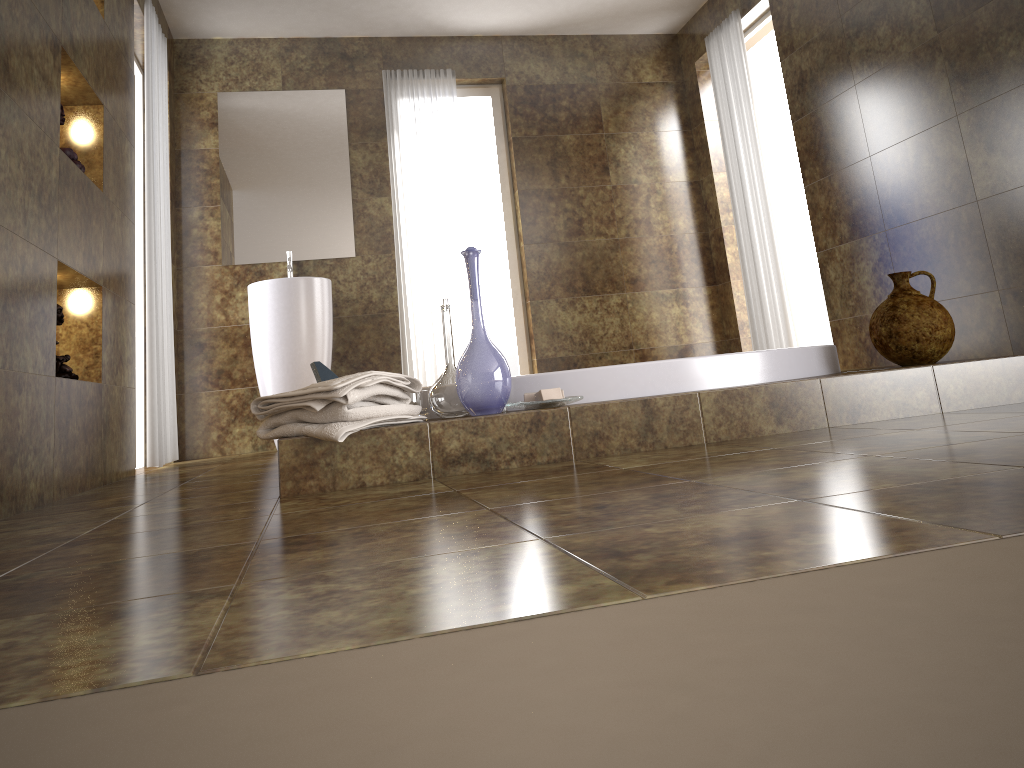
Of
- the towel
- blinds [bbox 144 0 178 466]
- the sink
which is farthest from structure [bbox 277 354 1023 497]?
the sink

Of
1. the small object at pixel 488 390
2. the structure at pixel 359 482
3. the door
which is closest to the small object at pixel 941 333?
the structure at pixel 359 482

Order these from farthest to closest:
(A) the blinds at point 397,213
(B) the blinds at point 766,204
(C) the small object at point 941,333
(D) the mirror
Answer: (A) the blinds at point 397,213, (D) the mirror, (B) the blinds at point 766,204, (C) the small object at point 941,333

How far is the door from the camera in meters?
5.4

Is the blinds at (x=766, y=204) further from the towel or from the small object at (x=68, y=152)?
the small object at (x=68, y=152)

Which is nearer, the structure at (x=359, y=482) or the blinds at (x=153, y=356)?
the structure at (x=359, y=482)

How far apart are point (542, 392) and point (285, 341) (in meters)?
2.89

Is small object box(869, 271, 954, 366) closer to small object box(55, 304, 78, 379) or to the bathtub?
the bathtub

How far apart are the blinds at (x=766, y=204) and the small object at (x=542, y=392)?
3.0m

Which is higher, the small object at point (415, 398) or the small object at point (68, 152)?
the small object at point (68, 152)
